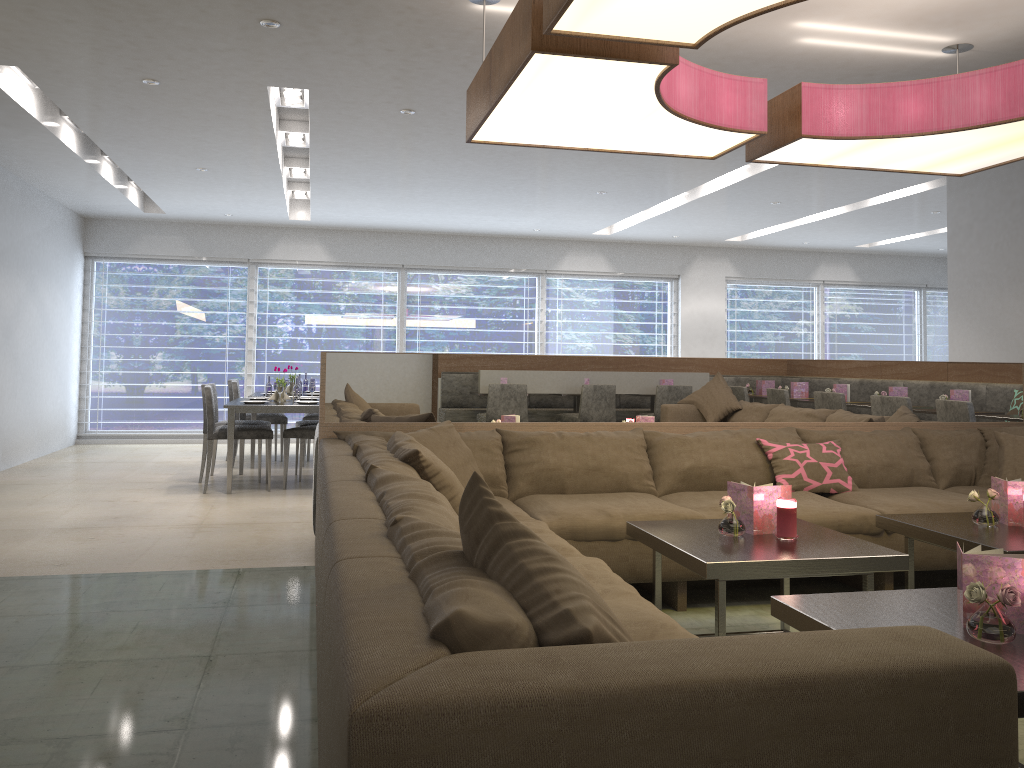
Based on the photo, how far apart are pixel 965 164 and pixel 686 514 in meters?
2.1 m

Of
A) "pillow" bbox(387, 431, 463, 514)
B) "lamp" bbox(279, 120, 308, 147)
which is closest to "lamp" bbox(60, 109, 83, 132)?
"lamp" bbox(279, 120, 308, 147)

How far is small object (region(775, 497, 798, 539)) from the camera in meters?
2.9 m

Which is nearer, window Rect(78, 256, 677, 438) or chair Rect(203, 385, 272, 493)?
chair Rect(203, 385, 272, 493)

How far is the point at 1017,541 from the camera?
2.92m

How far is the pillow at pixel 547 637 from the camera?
A: 1.20m

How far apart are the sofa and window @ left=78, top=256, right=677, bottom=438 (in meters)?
6.75

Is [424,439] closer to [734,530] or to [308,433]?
[734,530]

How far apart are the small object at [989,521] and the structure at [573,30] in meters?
1.4

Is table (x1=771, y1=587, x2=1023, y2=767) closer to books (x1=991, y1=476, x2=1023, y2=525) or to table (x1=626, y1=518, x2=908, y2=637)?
table (x1=626, y1=518, x2=908, y2=637)
